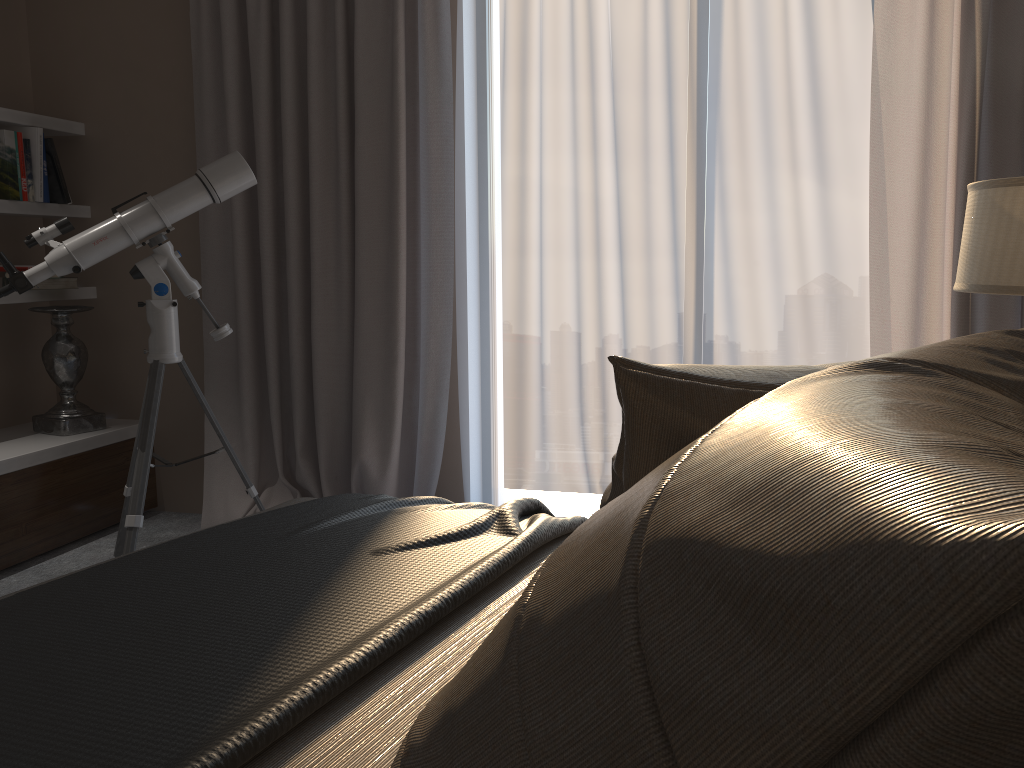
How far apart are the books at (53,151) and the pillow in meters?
3.3

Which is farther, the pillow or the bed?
the bed

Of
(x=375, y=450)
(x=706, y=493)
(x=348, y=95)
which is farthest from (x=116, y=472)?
(x=706, y=493)

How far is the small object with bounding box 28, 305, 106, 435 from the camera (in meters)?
3.49

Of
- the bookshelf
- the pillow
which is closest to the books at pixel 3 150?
the bookshelf

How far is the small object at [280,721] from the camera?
0.86m

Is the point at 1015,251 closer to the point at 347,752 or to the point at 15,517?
the point at 347,752

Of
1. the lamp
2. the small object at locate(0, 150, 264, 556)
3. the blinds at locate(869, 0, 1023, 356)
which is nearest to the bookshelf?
the small object at locate(0, 150, 264, 556)

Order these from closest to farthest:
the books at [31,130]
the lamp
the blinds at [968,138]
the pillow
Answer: the pillow
the lamp
the blinds at [968,138]
the books at [31,130]

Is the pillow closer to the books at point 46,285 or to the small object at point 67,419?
the small object at point 67,419
